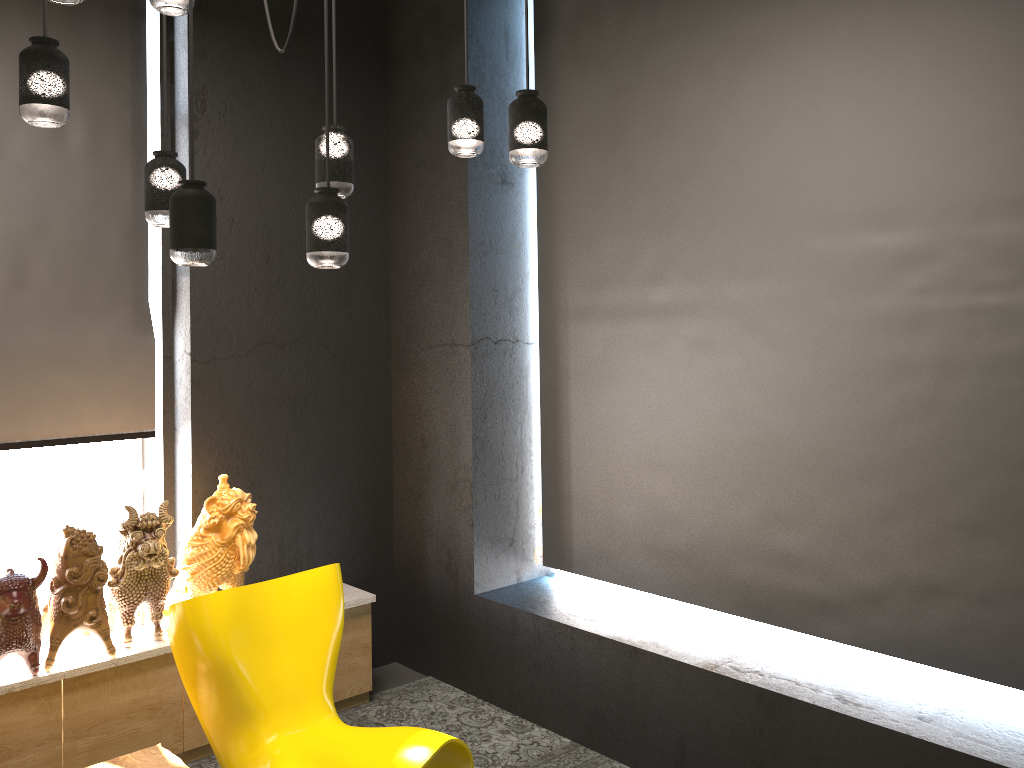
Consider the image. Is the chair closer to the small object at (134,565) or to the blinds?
the small object at (134,565)

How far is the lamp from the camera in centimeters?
233cm

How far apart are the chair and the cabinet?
0.5m

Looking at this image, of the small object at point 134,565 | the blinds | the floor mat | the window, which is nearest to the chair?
the small object at point 134,565

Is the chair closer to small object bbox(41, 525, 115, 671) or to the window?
small object bbox(41, 525, 115, 671)

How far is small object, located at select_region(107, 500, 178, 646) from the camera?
3.5 meters

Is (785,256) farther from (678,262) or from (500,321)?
(500,321)

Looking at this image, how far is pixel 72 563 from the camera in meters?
3.4 m

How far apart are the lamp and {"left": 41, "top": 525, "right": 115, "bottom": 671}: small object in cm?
141

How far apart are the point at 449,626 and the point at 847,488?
2.1m
